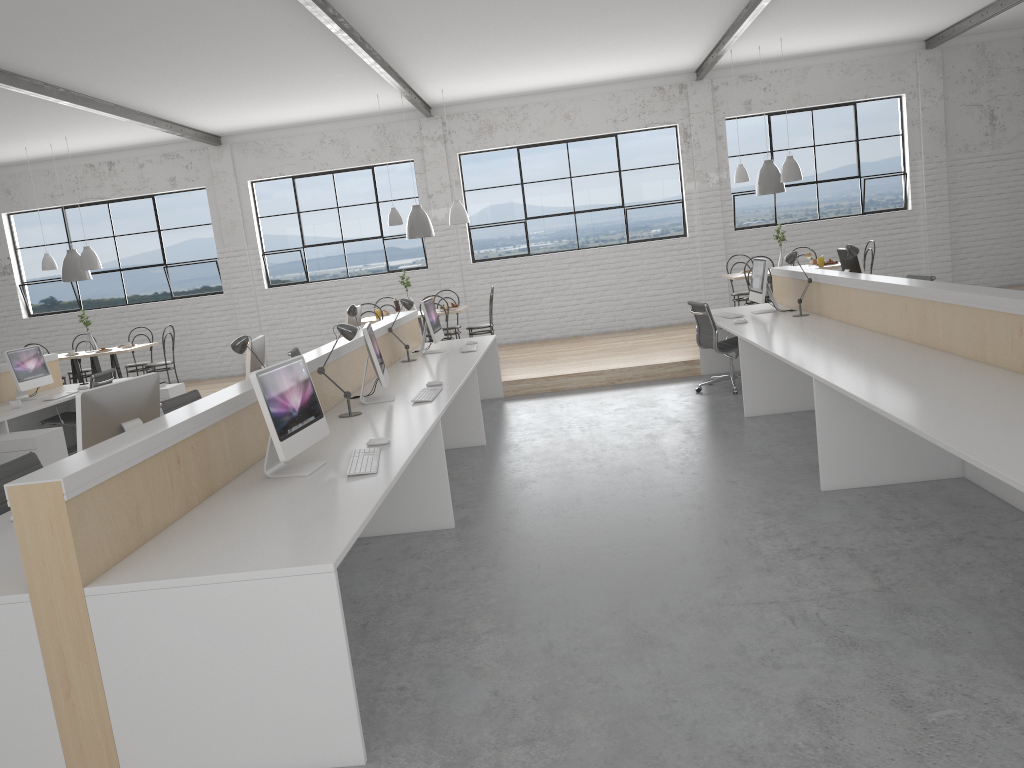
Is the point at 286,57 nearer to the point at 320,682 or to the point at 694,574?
the point at 694,574

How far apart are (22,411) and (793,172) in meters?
6.2 m

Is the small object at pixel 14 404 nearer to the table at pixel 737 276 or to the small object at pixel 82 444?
the small object at pixel 82 444

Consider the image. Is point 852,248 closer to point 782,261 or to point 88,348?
point 782,261

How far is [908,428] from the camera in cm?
260

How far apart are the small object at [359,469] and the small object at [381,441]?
0.12m

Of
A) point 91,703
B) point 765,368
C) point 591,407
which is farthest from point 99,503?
point 591,407

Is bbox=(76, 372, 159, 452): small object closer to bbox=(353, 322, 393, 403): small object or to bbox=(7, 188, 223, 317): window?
bbox=(353, 322, 393, 403): small object

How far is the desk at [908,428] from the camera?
2.6m

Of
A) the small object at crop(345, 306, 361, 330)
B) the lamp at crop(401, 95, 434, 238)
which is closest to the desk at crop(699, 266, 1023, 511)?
the small object at crop(345, 306, 361, 330)
